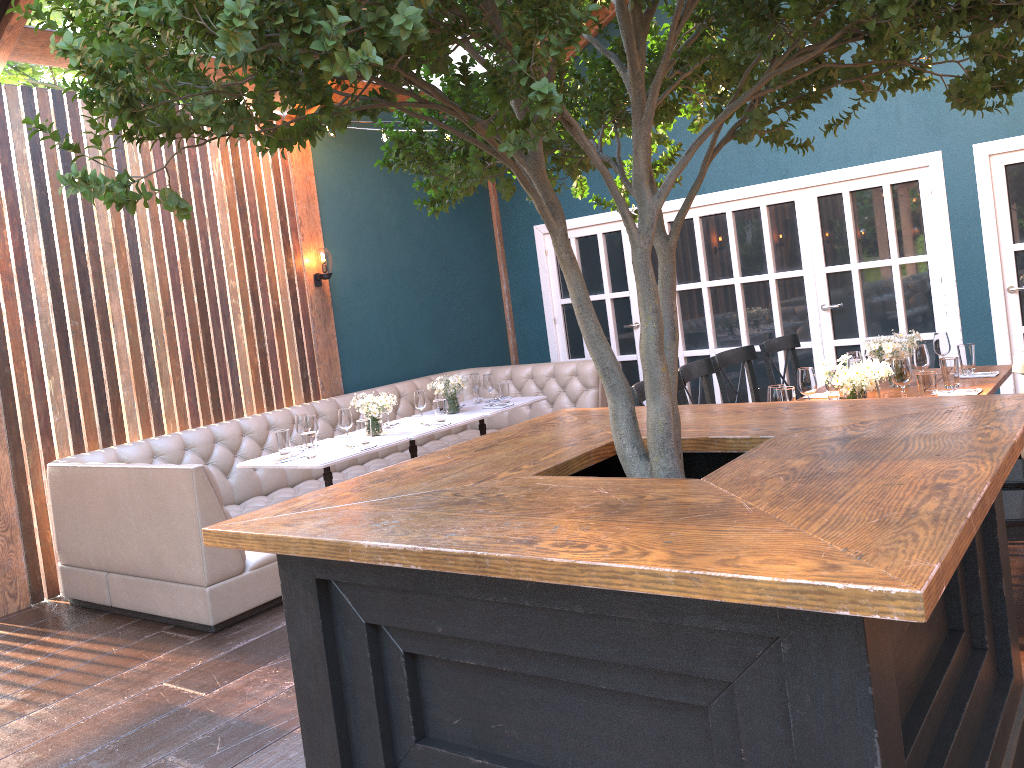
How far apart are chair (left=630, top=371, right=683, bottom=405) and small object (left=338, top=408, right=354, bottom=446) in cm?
228

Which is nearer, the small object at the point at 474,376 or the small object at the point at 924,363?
the small object at the point at 924,363

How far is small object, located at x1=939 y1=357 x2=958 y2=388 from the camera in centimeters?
458cm

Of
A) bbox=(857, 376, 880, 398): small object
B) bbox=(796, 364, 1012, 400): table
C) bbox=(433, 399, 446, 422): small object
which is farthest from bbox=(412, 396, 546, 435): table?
bbox=(857, 376, 880, 398): small object

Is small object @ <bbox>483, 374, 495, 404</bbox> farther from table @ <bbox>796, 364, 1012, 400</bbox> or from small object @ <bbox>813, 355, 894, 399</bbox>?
small object @ <bbox>813, 355, 894, 399</bbox>

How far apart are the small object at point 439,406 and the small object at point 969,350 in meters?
3.3

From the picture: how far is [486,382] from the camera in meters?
Result: 6.9 m

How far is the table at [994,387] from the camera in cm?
452

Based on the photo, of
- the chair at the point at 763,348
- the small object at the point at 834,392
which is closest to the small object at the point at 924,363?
the small object at the point at 834,392

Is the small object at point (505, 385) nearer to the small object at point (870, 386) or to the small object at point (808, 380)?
the small object at point (808, 380)
